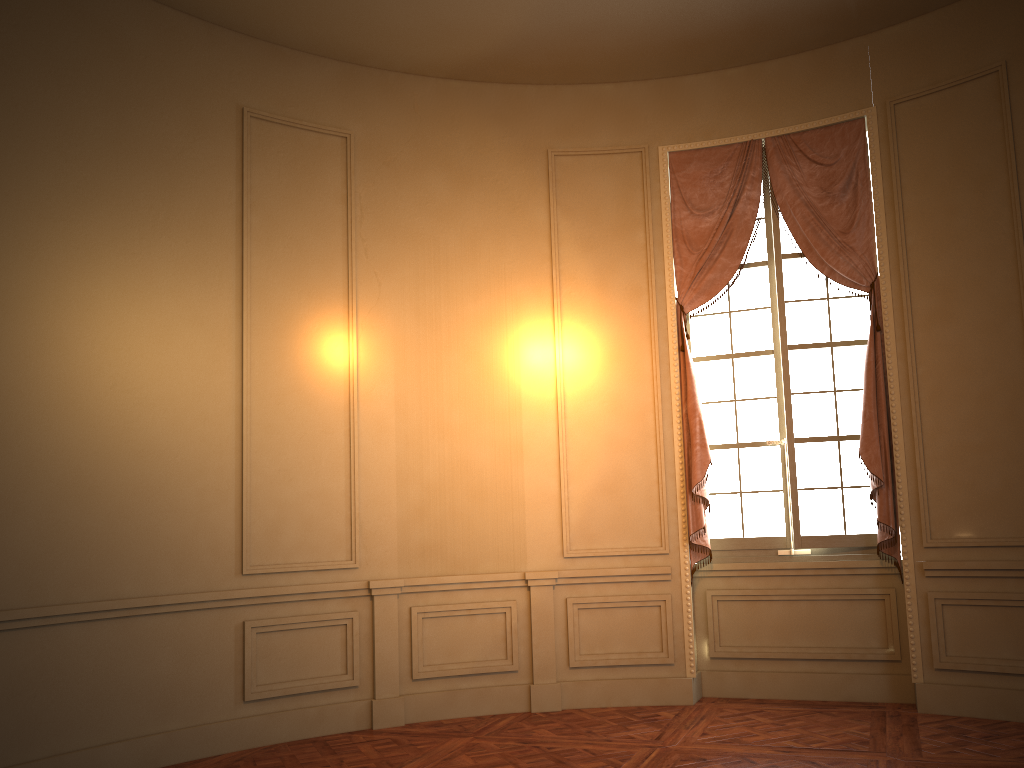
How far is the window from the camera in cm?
575

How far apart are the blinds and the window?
0.1 meters

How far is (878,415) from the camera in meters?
5.5 m

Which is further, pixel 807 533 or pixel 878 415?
pixel 807 533

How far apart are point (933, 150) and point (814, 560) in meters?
2.7 m

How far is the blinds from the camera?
5.48m

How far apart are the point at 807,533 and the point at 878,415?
0.9m

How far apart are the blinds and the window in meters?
0.1

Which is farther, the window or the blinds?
the window

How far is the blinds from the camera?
5.48m
